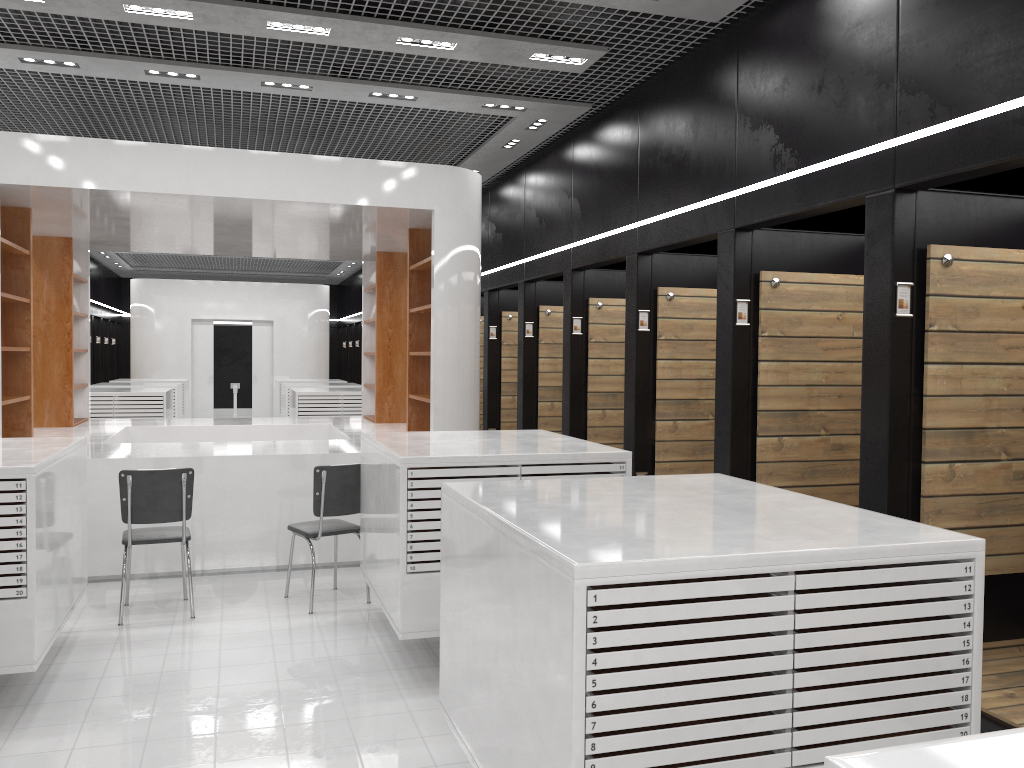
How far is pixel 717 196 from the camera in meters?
5.9

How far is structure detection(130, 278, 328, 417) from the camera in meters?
19.0

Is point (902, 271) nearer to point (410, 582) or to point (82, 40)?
point (410, 582)

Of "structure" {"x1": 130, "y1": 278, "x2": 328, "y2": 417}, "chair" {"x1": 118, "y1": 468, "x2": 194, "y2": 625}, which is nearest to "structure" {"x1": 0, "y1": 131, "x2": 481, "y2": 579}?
"chair" {"x1": 118, "y1": 468, "x2": 194, "y2": 625}

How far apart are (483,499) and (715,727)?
1.21m

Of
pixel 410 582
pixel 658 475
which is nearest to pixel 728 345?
pixel 658 475

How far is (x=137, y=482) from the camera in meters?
5.6

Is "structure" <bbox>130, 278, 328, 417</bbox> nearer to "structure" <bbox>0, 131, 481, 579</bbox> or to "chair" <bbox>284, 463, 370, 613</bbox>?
"structure" <bbox>0, 131, 481, 579</bbox>

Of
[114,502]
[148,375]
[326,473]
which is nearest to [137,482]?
[326,473]

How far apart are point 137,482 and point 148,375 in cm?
1450
